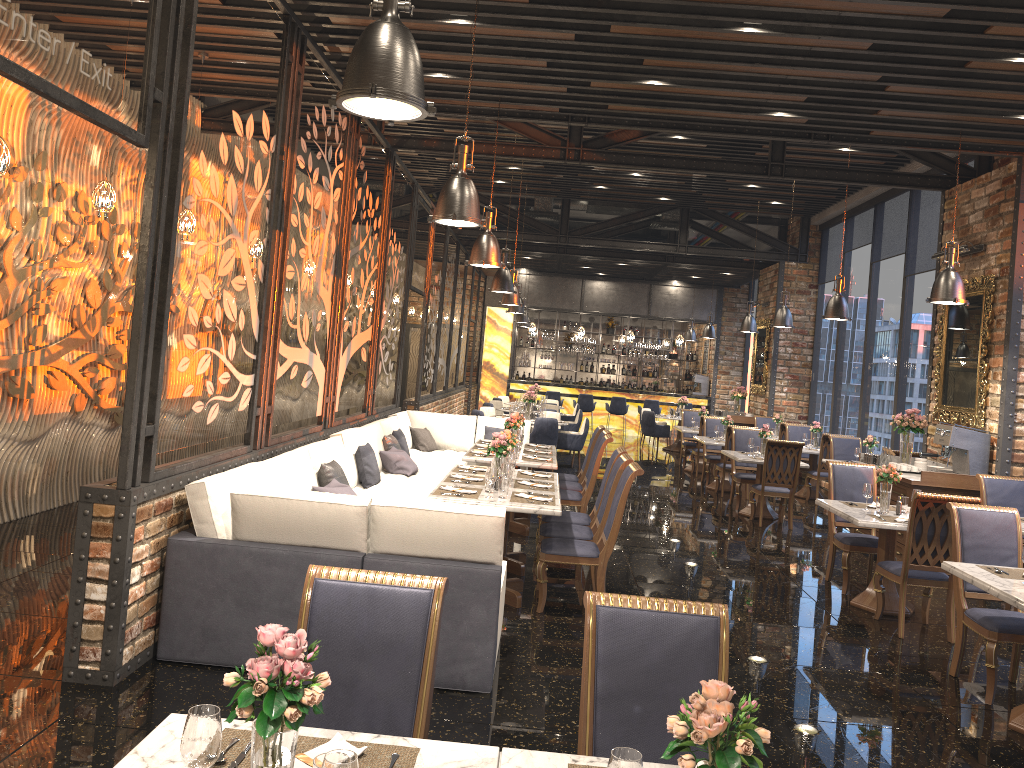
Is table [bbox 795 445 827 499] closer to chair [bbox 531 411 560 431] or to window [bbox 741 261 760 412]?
chair [bbox 531 411 560 431]

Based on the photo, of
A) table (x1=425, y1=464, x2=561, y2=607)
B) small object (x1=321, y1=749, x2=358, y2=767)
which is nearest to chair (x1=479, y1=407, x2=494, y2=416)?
table (x1=425, y1=464, x2=561, y2=607)

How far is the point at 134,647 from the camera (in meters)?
4.55

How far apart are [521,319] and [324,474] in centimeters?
1317cm

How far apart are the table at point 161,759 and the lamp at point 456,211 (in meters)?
3.64

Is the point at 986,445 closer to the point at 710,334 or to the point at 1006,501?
the point at 1006,501

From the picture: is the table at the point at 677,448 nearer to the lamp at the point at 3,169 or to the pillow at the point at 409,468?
the pillow at the point at 409,468

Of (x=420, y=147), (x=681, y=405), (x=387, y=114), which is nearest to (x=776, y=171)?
(x=420, y=147)

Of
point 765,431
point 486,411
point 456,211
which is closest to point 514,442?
point 456,211

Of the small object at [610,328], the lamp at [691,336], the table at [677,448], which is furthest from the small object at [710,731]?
the small object at [610,328]
